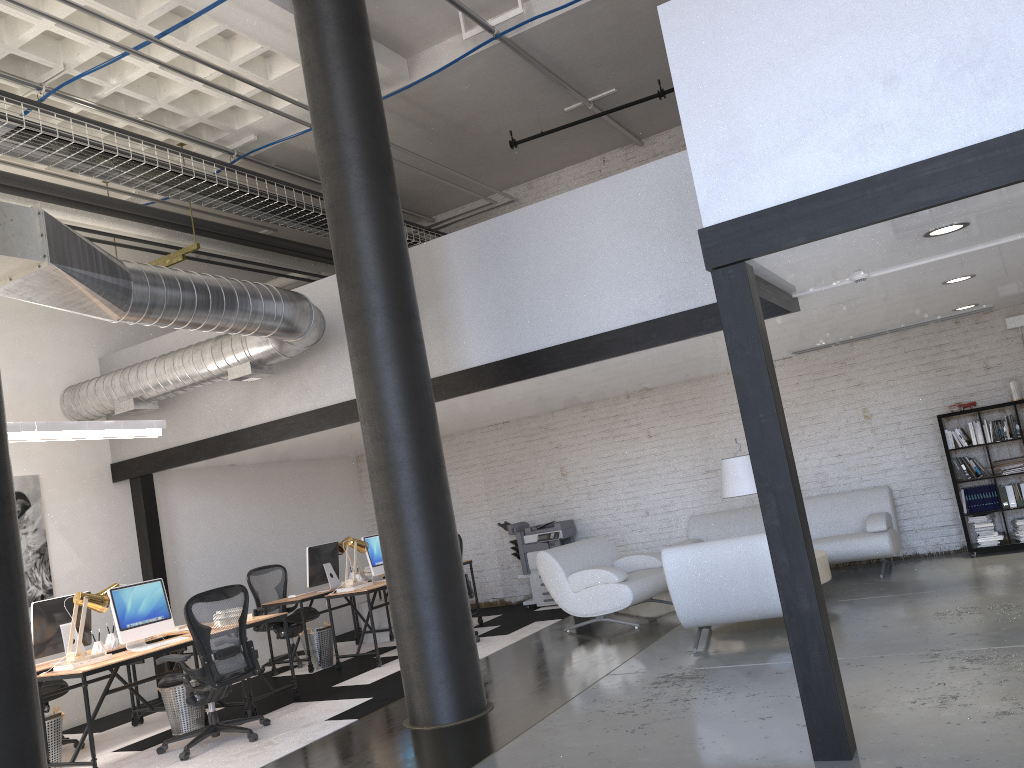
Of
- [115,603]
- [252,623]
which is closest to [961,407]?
[252,623]

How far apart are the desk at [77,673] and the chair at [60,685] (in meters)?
1.03

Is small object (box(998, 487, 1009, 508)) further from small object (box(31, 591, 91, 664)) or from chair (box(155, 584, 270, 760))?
small object (box(31, 591, 91, 664))

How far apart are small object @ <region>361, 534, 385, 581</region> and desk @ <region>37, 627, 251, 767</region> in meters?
2.3 m

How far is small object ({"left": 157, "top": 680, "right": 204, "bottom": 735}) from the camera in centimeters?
687cm

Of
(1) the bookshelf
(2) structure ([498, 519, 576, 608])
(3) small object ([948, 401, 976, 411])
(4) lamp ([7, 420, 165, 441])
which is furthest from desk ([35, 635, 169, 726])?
(3) small object ([948, 401, 976, 411])

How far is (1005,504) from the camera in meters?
8.3 m

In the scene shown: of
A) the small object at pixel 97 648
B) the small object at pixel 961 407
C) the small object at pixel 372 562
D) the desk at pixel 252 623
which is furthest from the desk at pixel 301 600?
the small object at pixel 961 407

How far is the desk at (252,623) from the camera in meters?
7.1 m

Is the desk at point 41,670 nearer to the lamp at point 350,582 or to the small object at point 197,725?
the small object at point 197,725
